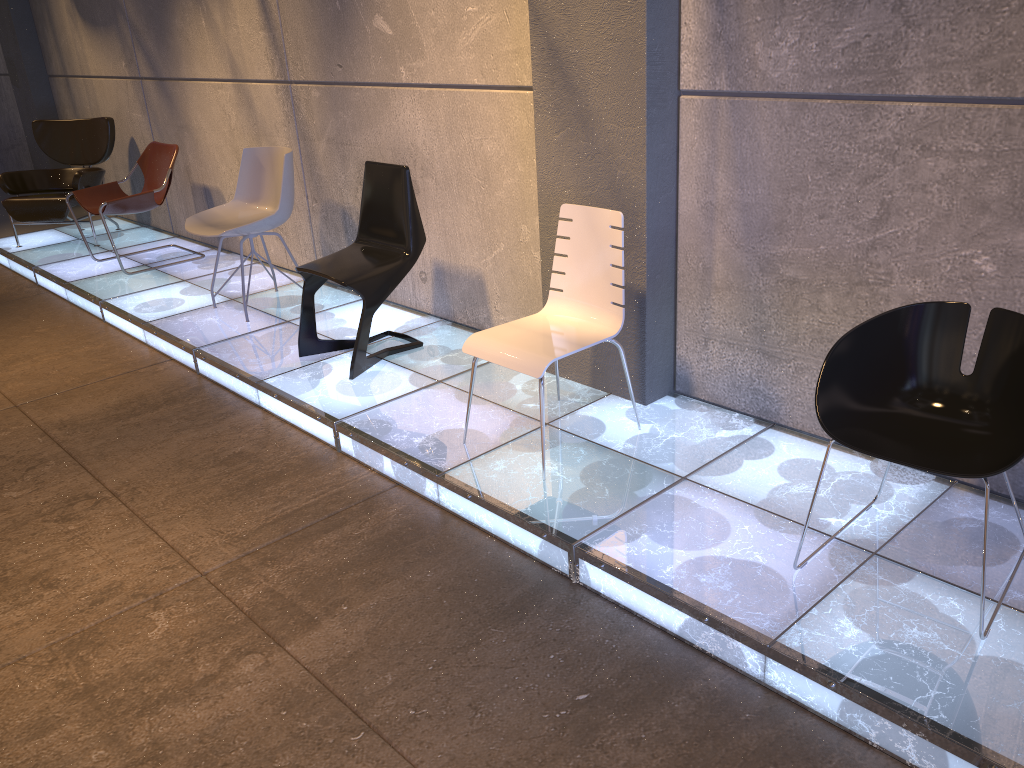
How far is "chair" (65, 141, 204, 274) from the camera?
6.1m

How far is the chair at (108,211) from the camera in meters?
6.1

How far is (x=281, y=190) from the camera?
5.0m

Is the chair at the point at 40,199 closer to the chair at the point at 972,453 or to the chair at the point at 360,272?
the chair at the point at 360,272

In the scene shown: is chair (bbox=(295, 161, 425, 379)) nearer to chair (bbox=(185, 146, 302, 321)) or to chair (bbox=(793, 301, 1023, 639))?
chair (bbox=(185, 146, 302, 321))

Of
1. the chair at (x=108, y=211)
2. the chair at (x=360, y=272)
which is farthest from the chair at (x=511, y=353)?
the chair at (x=108, y=211)

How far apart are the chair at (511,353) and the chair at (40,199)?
5.05m

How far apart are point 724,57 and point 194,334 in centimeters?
323cm

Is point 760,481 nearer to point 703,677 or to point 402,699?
point 703,677

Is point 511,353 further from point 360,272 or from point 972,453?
point 972,453
